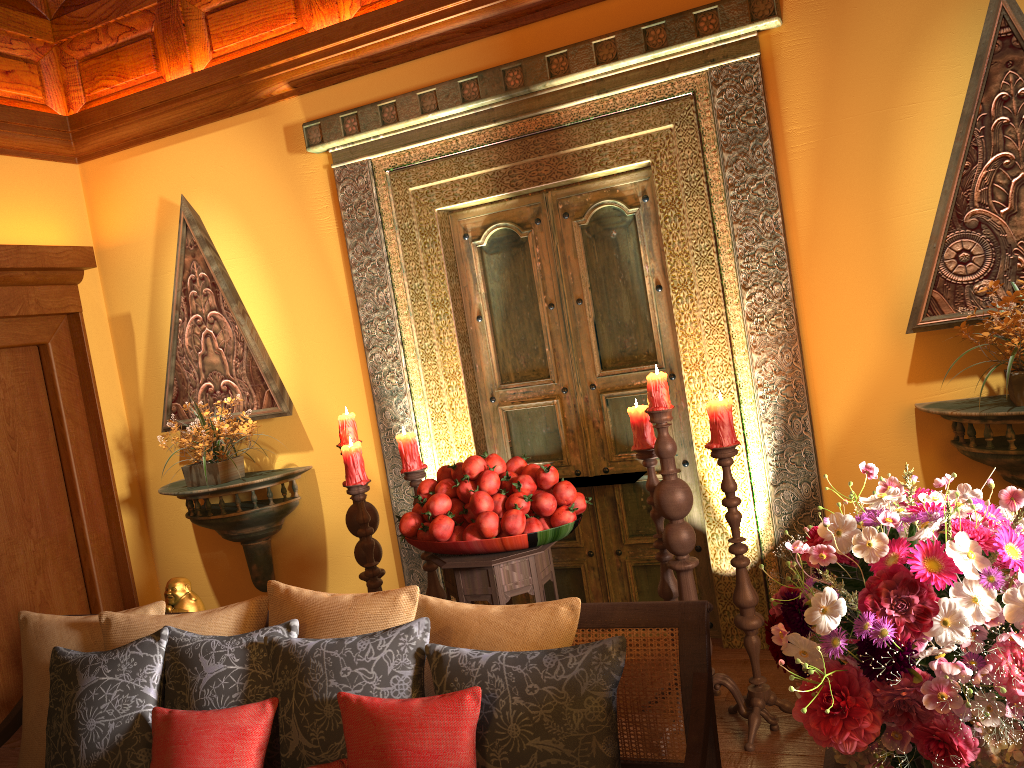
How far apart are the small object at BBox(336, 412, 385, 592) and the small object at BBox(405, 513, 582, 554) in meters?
0.5

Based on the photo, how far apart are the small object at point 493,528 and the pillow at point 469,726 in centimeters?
102cm

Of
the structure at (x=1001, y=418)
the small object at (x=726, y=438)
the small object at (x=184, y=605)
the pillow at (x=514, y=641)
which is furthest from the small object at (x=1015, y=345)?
the small object at (x=184, y=605)

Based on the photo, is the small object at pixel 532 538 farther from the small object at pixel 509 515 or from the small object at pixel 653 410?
the small object at pixel 653 410

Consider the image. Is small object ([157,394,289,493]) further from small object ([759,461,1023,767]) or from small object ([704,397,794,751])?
small object ([759,461,1023,767])

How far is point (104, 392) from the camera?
4.7 meters

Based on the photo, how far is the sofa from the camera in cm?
160

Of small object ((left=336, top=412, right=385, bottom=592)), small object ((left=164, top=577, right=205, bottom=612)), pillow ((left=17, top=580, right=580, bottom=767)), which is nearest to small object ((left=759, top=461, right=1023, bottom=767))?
pillow ((left=17, top=580, right=580, bottom=767))

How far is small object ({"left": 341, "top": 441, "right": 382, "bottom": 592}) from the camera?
3.3 meters

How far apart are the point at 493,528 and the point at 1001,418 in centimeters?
167cm
